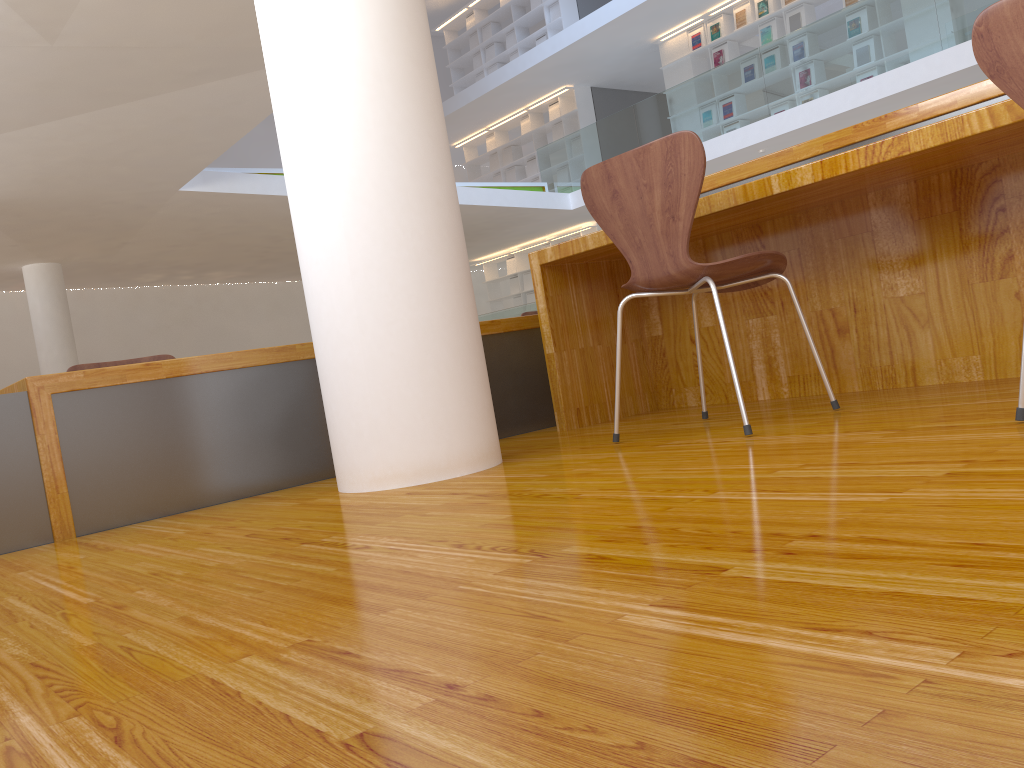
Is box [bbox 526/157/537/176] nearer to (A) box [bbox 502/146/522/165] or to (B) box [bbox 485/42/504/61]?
(A) box [bbox 502/146/522/165]

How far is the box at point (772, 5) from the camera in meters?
10.3

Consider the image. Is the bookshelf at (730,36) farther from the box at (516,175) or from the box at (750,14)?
the box at (516,175)

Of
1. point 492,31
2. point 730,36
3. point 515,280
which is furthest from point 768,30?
point 515,280

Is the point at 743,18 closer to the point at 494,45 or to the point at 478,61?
the point at 494,45

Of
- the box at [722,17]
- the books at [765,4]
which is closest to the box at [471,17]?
the box at [722,17]

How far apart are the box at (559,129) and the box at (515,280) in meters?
2.5

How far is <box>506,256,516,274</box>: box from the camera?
14.72m

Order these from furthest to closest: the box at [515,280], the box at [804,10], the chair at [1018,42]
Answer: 1. the box at [515,280]
2. the box at [804,10]
3. the chair at [1018,42]

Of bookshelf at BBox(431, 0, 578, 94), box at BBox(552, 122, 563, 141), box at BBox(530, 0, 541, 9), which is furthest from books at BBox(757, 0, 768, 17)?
box at BBox(530, 0, 541, 9)
